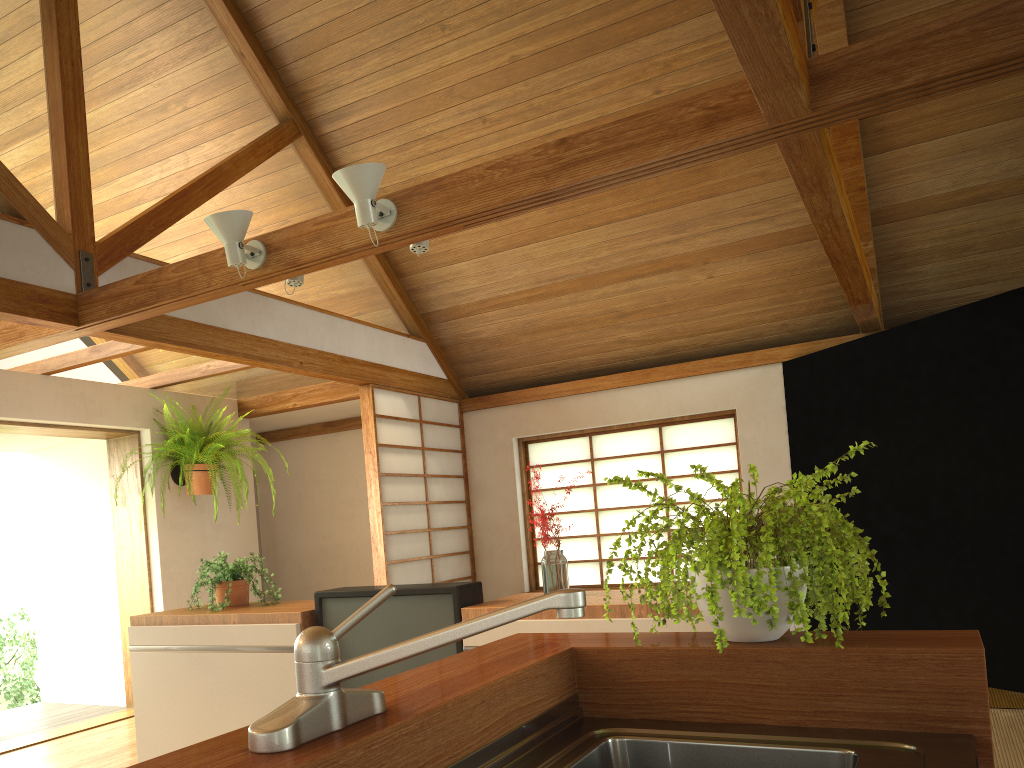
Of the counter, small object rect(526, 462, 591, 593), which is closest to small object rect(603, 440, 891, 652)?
the counter

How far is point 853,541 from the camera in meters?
1.4

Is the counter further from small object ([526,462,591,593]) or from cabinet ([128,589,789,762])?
small object ([526,462,591,593])

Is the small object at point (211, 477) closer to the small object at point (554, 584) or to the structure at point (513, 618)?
the small object at point (554, 584)

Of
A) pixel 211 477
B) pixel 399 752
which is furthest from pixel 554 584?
pixel 211 477

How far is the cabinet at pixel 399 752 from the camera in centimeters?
109cm

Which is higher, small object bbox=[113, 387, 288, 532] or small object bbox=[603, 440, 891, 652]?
small object bbox=[113, 387, 288, 532]

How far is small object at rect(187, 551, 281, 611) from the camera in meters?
3.8

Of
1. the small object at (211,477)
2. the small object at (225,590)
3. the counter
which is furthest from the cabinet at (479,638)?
the small object at (211,477)

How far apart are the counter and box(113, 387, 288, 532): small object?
4.5m
